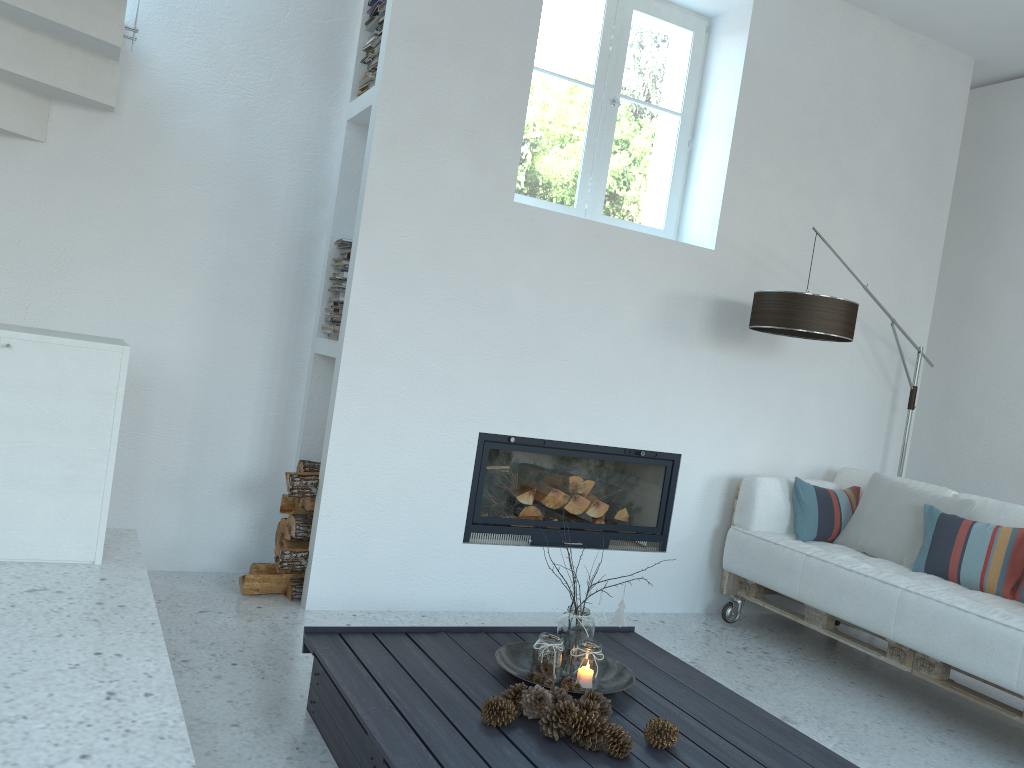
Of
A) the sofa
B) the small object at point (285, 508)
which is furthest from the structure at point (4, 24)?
the sofa

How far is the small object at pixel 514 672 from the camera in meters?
2.7 m

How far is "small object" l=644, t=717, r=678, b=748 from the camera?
2.3m

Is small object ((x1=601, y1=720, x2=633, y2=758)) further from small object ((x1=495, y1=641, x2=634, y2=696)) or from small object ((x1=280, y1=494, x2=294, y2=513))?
small object ((x1=280, y1=494, x2=294, y2=513))

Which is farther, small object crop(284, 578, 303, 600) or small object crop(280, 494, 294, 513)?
small object crop(280, 494, 294, 513)

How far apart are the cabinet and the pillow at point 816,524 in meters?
3.1 m

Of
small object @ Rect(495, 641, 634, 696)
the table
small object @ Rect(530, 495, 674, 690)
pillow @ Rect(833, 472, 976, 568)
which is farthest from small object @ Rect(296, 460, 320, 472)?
pillow @ Rect(833, 472, 976, 568)

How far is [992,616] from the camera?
3.2m

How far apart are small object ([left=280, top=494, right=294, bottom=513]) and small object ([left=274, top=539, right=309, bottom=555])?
0.1 meters

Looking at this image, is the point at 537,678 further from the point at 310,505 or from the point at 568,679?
the point at 310,505
